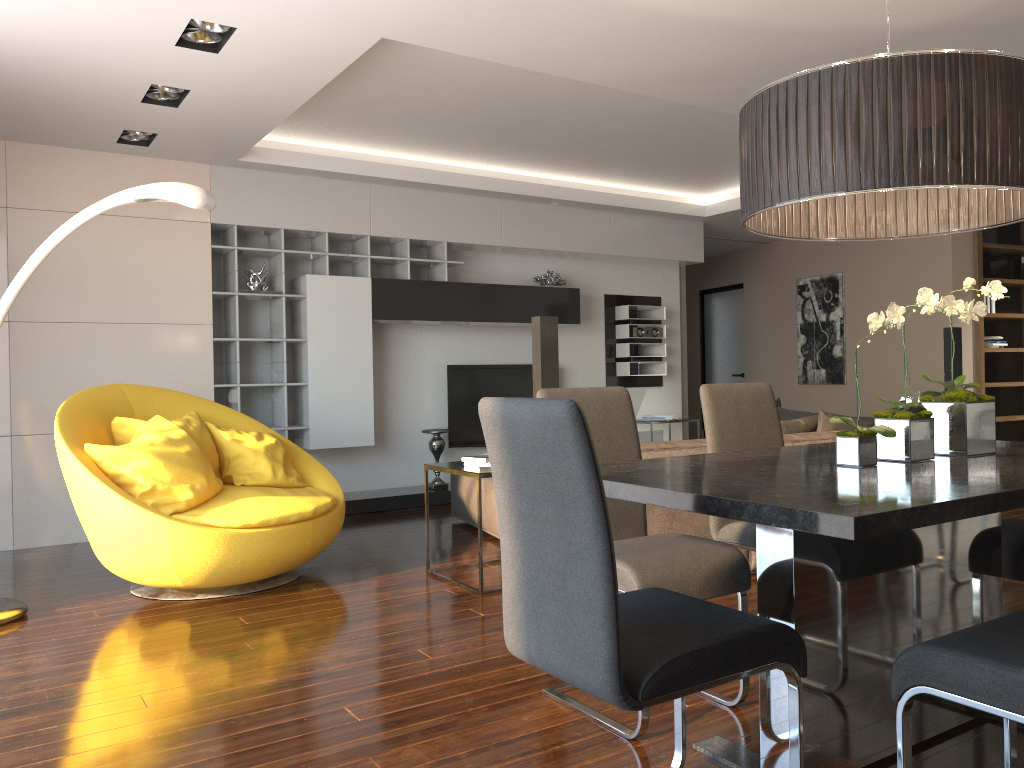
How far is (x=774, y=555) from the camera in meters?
2.1

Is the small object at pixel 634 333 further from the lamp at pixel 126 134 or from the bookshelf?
the lamp at pixel 126 134

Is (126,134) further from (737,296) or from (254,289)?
(737,296)

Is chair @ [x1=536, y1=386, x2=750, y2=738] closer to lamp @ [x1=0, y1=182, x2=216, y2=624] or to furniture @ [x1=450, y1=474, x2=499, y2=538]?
lamp @ [x1=0, y1=182, x2=216, y2=624]

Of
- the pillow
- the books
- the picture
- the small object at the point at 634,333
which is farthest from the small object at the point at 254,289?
the picture

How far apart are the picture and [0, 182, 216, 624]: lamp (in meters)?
6.99

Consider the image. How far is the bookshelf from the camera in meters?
7.6

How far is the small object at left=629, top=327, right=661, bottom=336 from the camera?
8.34m

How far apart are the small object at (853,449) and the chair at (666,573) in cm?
49

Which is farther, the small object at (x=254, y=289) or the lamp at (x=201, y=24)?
the small object at (x=254, y=289)
